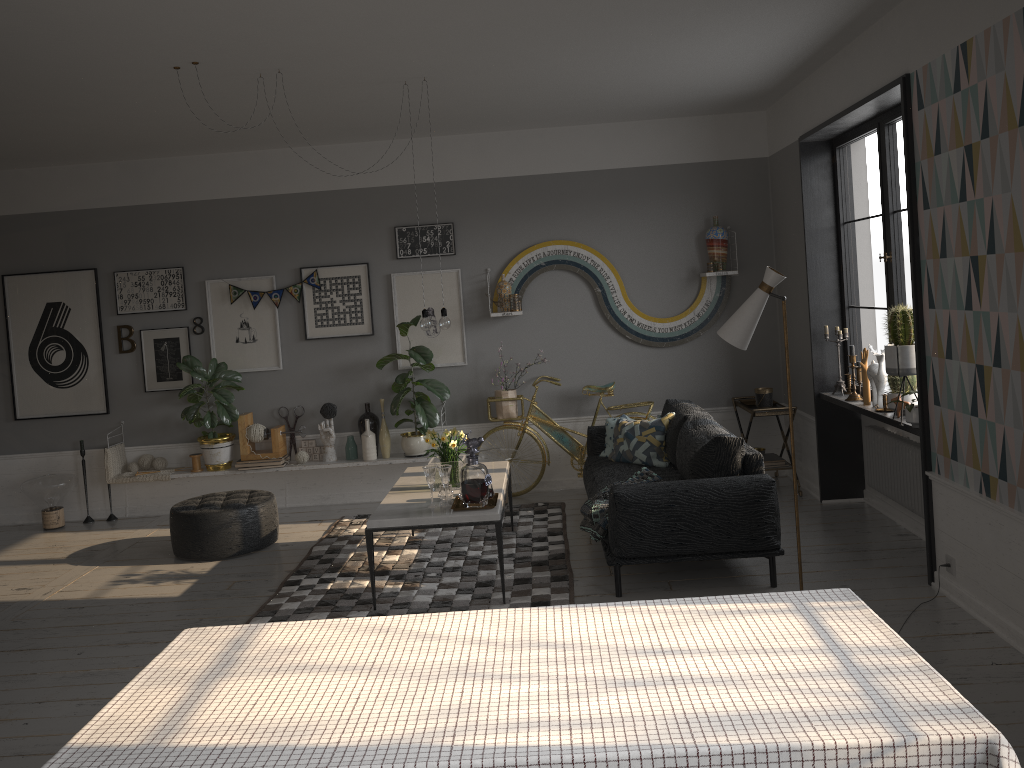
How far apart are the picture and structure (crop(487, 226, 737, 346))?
0.3 meters

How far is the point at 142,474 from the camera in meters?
7.3 m

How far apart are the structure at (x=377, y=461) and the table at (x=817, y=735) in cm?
466

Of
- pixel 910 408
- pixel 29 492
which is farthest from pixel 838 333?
pixel 29 492

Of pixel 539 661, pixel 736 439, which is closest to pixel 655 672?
pixel 539 661

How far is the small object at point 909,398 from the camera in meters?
5.1

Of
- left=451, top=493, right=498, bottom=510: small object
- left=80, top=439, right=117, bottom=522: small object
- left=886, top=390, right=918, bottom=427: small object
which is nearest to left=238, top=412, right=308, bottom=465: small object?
left=80, top=439, right=117, bottom=522: small object

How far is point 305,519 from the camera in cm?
704

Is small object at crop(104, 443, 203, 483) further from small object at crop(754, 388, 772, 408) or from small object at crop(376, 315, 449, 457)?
small object at crop(754, 388, 772, 408)

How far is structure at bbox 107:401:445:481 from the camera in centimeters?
719cm
